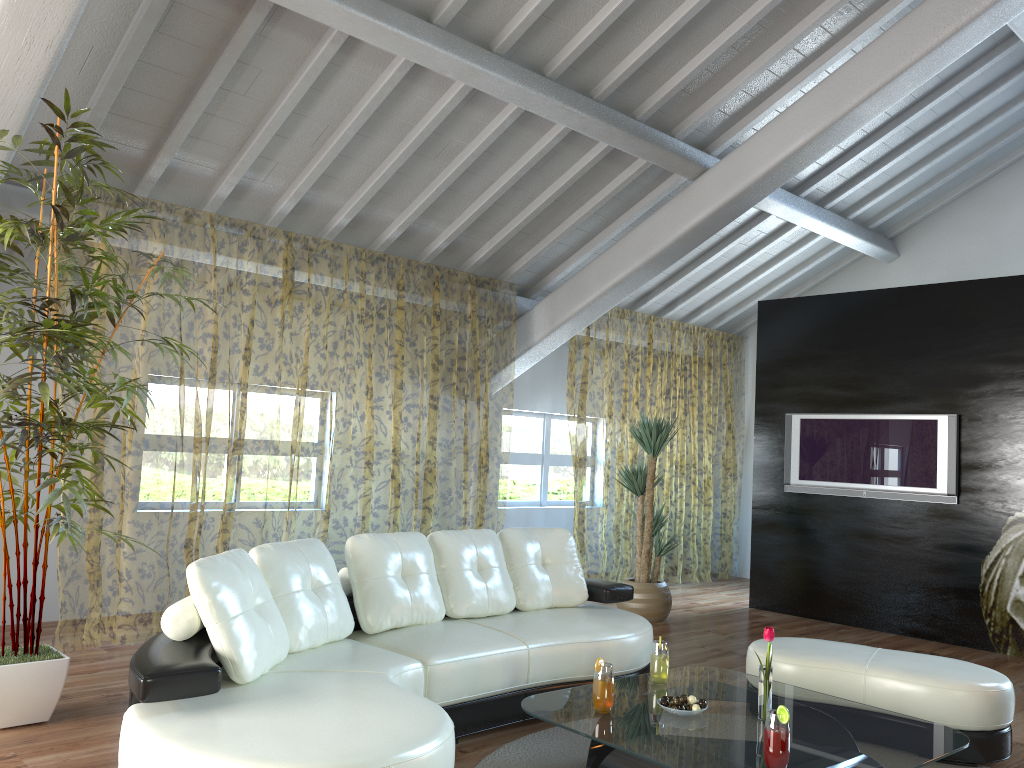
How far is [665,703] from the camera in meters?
3.2 m

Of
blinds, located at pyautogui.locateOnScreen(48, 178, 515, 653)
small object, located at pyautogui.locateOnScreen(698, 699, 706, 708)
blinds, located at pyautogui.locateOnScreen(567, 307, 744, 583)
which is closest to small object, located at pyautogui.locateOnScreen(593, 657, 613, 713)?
small object, located at pyautogui.locateOnScreen(698, 699, 706, 708)

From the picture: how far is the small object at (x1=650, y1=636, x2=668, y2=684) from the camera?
3.5m

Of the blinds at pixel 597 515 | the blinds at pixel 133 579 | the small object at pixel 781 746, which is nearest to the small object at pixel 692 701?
the small object at pixel 781 746

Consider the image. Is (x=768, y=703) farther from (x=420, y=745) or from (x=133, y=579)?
(x=133, y=579)

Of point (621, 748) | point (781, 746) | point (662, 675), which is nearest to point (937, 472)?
point (662, 675)

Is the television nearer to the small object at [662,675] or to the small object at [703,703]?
the small object at [662,675]

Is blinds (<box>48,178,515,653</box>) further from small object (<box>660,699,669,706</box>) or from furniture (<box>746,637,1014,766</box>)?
small object (<box>660,699,669,706</box>)

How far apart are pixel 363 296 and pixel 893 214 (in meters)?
10.00

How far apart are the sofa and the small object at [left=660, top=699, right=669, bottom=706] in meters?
0.8
